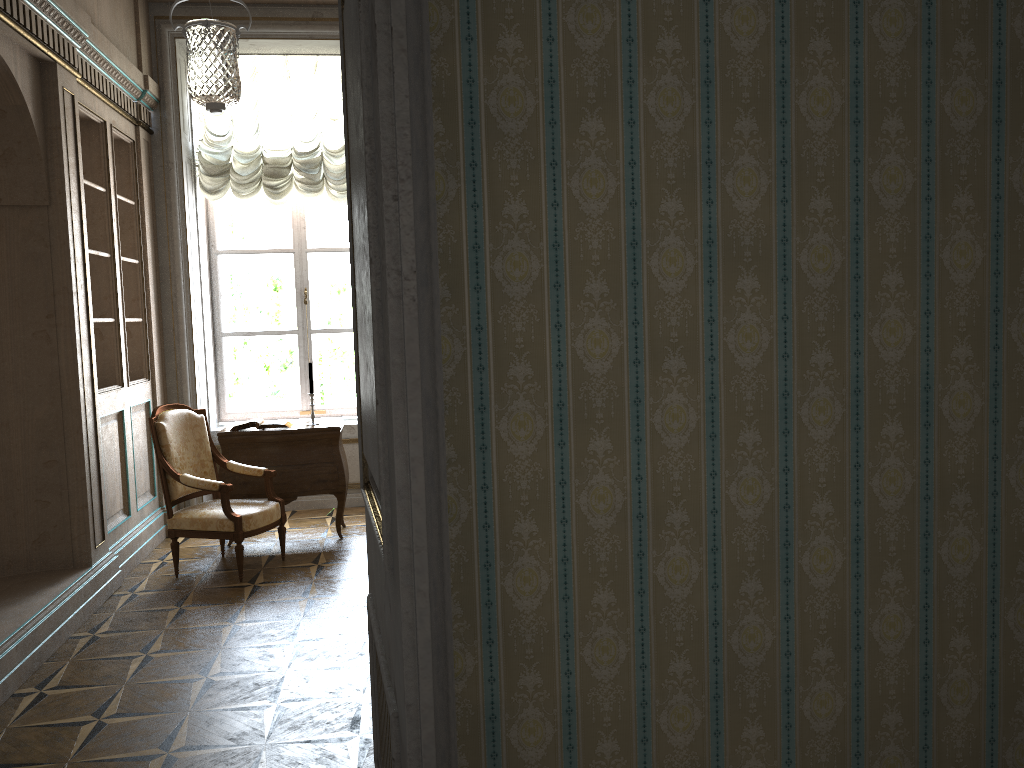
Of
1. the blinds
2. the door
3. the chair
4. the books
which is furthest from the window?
the door

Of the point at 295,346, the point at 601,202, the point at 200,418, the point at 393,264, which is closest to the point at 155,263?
the point at 295,346

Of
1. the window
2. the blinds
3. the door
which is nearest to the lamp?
the blinds

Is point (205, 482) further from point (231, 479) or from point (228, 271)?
point (228, 271)

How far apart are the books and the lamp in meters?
2.0

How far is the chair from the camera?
5.1 meters

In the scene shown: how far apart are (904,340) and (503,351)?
0.8m

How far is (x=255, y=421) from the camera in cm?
596

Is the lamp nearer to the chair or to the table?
the chair

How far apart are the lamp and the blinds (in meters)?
0.09
